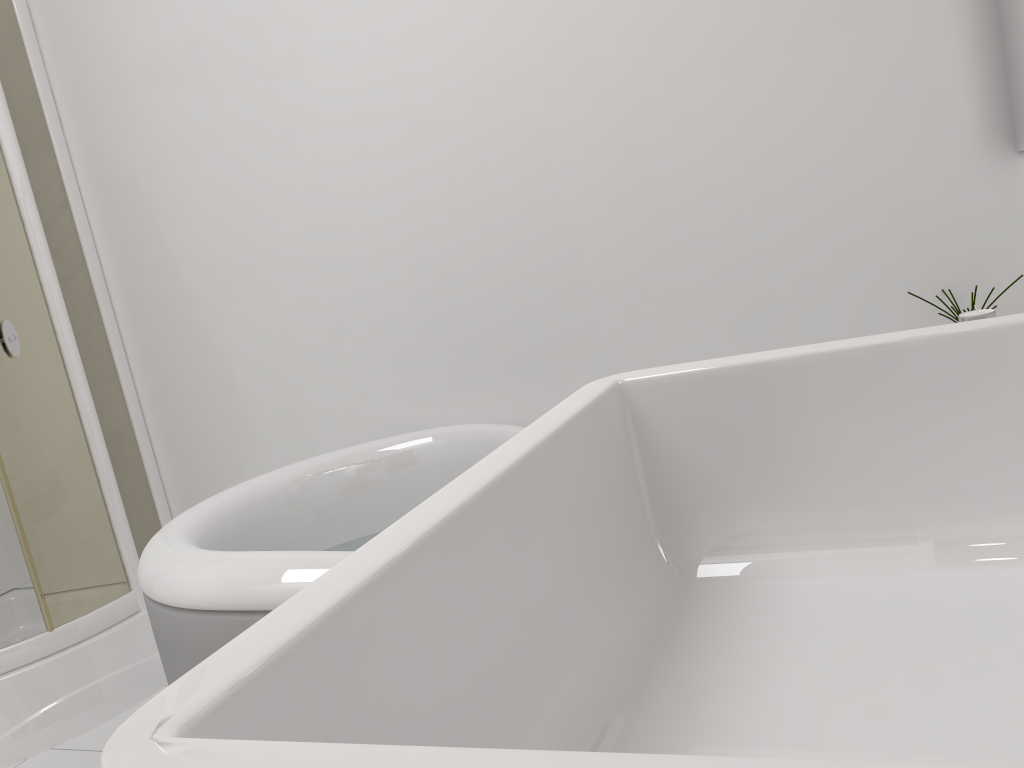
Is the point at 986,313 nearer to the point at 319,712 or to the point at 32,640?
the point at 319,712

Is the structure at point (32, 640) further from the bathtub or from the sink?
the sink

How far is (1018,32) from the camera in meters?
1.6 m

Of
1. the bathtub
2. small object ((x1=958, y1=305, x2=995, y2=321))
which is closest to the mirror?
small object ((x1=958, y1=305, x2=995, y2=321))

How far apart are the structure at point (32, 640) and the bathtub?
0.75m

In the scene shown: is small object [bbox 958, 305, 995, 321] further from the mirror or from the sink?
the mirror

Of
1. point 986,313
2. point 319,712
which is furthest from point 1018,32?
point 319,712

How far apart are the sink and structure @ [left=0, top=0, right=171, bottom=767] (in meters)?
2.16

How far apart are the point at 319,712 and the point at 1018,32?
1.73m

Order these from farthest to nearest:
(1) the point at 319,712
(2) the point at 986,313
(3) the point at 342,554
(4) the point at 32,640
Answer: (4) the point at 32,640 → (3) the point at 342,554 → (2) the point at 986,313 → (1) the point at 319,712
